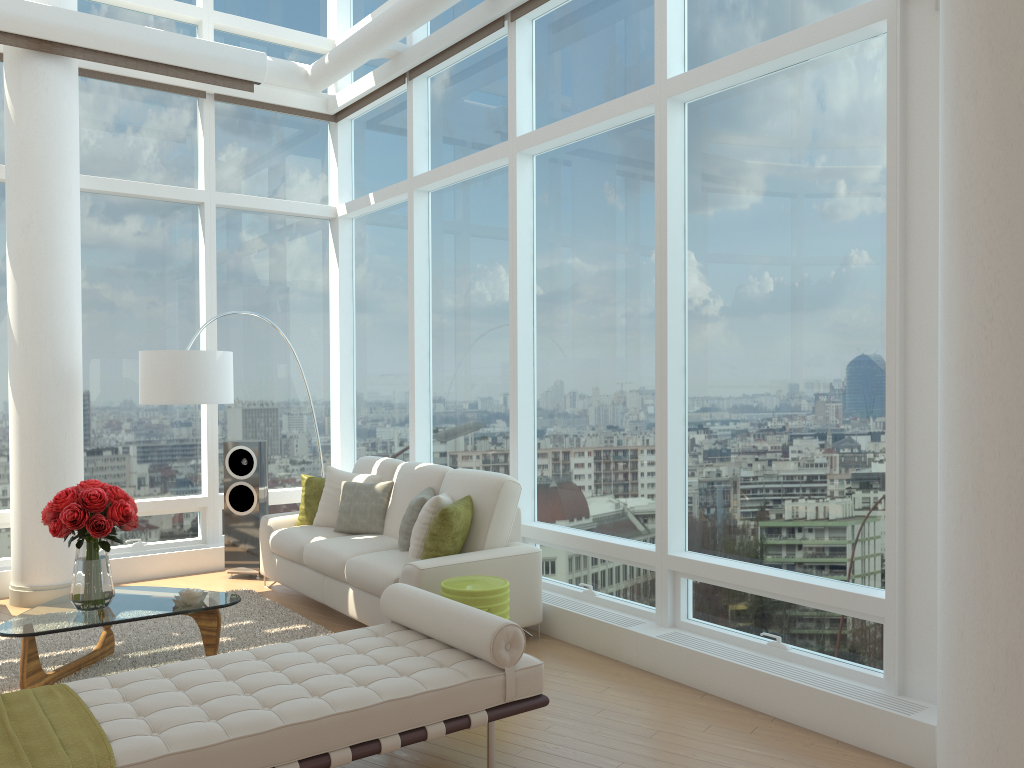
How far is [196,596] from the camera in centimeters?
496cm

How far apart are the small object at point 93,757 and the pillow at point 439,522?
2.4 meters

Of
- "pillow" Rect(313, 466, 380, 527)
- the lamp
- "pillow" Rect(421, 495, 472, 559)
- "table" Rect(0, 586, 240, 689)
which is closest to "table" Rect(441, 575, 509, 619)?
"pillow" Rect(421, 495, 472, 559)

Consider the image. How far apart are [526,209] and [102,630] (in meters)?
4.04

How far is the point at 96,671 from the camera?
5.0 meters

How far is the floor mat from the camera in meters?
5.1

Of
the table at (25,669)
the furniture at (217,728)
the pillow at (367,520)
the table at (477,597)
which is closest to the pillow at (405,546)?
the pillow at (367,520)

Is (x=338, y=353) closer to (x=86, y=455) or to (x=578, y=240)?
(x=86, y=455)

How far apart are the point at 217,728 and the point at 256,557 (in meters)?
4.68

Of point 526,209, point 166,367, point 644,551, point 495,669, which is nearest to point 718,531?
point 644,551
